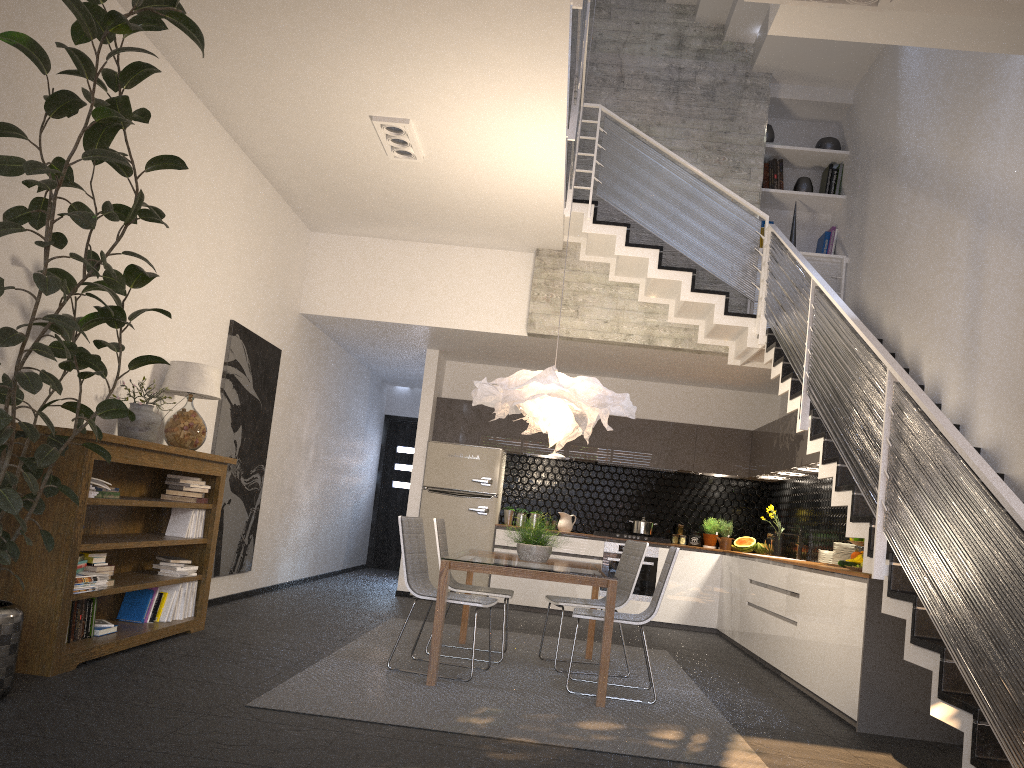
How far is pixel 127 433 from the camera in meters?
5.2

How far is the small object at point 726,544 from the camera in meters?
9.7

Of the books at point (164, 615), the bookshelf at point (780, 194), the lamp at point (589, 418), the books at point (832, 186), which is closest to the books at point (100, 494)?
the books at point (164, 615)

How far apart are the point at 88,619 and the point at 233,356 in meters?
2.8

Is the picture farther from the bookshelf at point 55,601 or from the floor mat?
the floor mat

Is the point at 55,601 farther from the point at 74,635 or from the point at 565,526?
the point at 565,526

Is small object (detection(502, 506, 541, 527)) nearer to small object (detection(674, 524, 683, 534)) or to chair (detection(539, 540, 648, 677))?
small object (detection(674, 524, 683, 534))

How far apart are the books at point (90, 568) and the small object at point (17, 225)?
0.8m

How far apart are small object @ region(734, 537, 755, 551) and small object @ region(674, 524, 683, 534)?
0.6m

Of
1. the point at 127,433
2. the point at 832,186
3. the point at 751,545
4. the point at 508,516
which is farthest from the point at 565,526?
the point at 127,433
